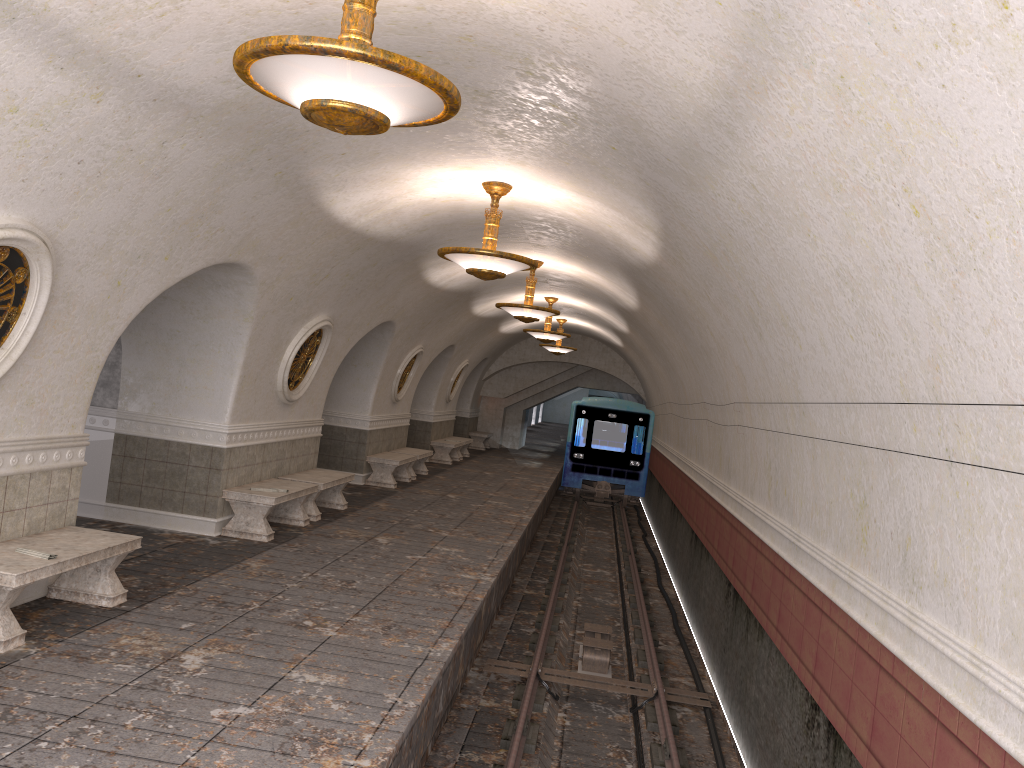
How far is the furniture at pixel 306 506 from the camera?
11.48m

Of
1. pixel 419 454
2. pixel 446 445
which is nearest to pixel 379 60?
pixel 419 454

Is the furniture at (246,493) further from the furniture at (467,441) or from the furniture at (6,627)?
the furniture at (467,441)

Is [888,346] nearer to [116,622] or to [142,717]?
[142,717]

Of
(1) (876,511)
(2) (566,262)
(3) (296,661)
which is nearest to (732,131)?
(1) (876,511)

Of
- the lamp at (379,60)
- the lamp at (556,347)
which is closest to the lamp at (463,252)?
the lamp at (379,60)

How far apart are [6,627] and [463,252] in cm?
480

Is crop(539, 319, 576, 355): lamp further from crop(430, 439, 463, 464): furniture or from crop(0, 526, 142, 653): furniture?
Answer: crop(0, 526, 142, 653): furniture

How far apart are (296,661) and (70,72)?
3.9m

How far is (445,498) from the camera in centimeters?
1531cm
